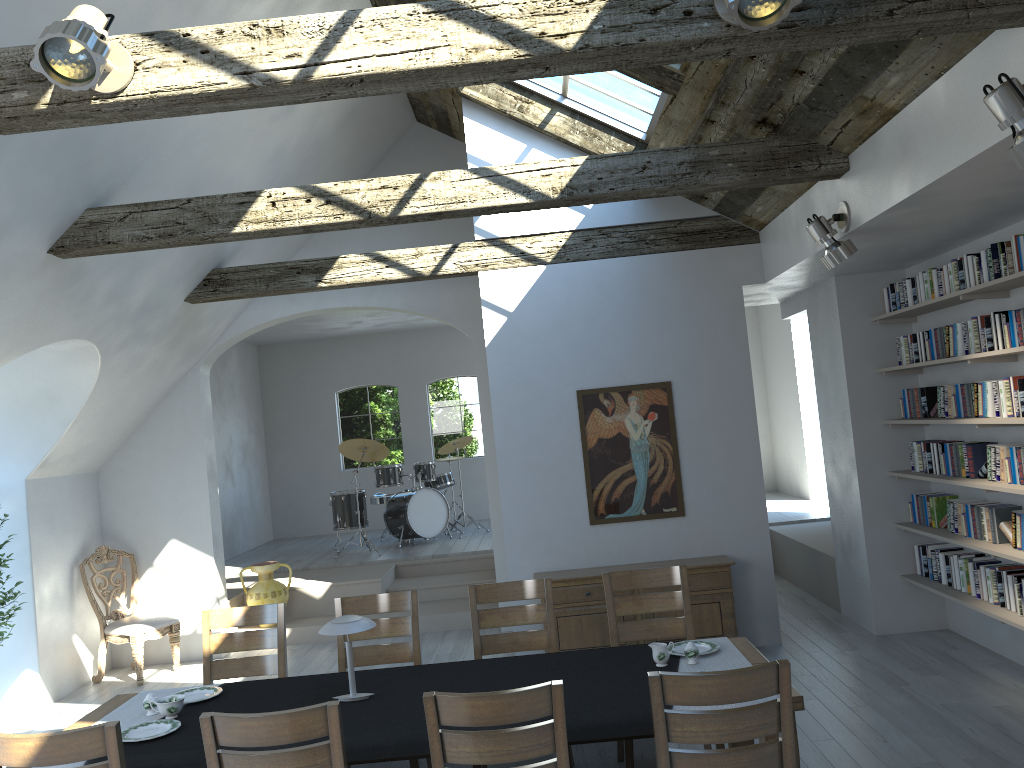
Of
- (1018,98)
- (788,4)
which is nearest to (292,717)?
(788,4)

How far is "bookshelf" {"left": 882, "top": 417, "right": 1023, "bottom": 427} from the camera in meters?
5.0

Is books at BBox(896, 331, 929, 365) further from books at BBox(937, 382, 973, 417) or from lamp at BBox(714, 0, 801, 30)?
lamp at BBox(714, 0, 801, 30)

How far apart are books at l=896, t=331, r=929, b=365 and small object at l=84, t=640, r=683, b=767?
3.4 meters

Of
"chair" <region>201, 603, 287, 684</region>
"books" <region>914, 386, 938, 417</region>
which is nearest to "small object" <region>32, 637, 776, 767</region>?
"chair" <region>201, 603, 287, 684</region>

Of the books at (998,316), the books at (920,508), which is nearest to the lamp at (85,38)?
the books at (998,316)

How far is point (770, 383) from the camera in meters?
13.0 m

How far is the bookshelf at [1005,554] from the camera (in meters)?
5.18

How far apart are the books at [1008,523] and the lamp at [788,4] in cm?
394

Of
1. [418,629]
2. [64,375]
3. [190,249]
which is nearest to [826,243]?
[418,629]
